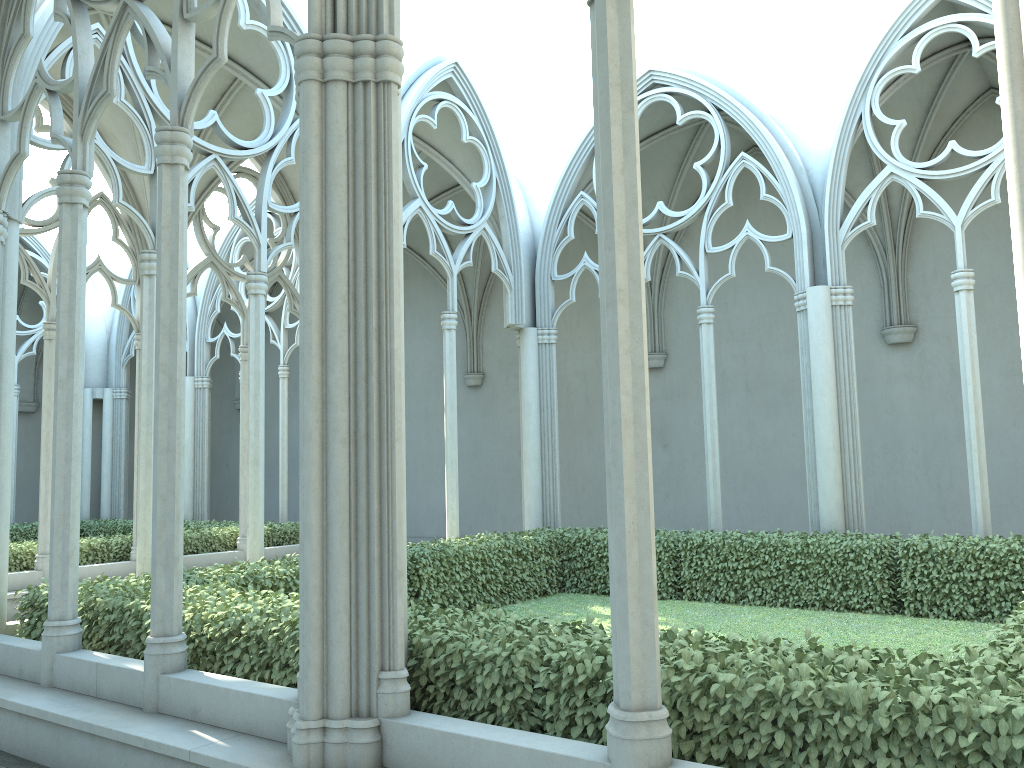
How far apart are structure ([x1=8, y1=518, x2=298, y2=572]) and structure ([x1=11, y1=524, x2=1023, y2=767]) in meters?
5.2 m

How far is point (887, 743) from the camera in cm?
338

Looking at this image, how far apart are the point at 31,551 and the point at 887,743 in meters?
12.3 m

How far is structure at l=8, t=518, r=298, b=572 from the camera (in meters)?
12.53

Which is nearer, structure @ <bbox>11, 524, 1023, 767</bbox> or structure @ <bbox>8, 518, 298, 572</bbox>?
structure @ <bbox>11, 524, 1023, 767</bbox>

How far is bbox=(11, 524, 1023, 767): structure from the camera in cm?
338

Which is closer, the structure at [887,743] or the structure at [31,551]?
the structure at [887,743]

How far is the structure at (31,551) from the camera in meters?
12.5 m

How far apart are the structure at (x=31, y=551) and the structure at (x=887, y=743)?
5.2m

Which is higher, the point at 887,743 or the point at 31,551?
the point at 31,551
